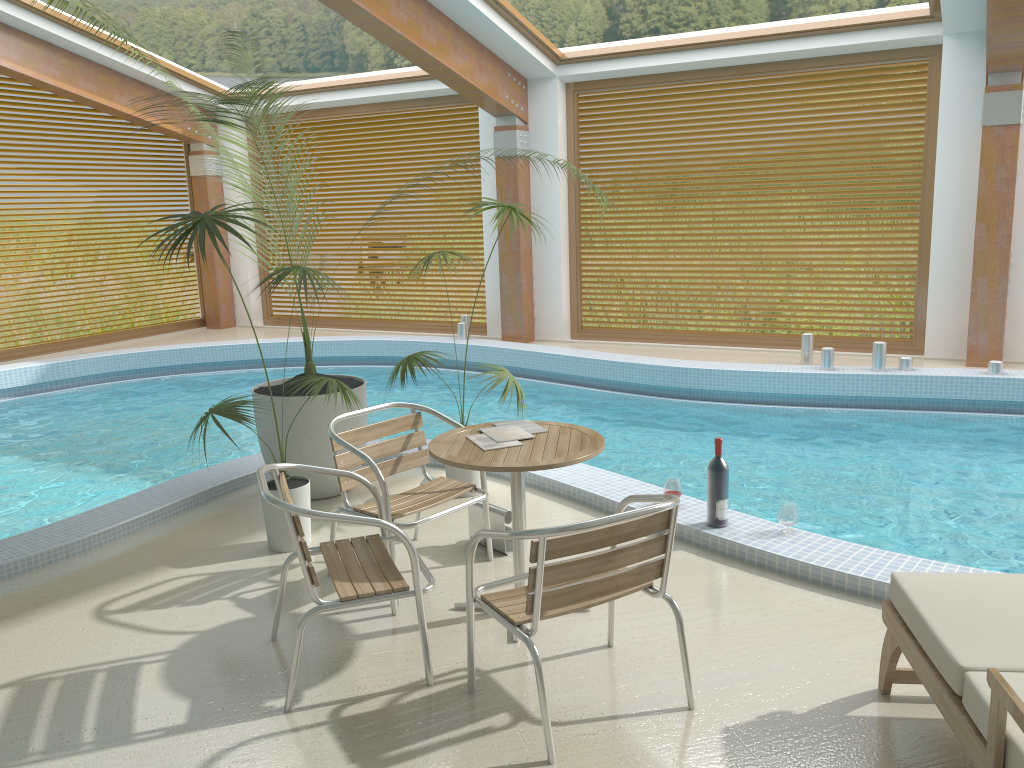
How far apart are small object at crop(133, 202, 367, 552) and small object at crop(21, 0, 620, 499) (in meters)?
0.24

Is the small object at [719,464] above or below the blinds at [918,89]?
below

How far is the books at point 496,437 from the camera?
3.56m

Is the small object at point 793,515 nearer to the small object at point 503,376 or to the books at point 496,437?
the books at point 496,437

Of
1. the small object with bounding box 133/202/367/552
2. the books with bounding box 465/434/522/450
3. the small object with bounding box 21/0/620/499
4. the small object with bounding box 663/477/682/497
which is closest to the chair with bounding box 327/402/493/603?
the small object with bounding box 133/202/367/552

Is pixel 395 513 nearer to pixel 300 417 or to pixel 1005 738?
pixel 300 417

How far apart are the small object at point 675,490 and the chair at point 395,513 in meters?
1.1

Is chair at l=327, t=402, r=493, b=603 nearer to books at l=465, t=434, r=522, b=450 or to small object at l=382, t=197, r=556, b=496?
books at l=465, t=434, r=522, b=450

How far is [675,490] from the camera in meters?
4.6

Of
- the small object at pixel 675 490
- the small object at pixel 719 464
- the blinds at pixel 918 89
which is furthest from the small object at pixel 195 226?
the blinds at pixel 918 89
